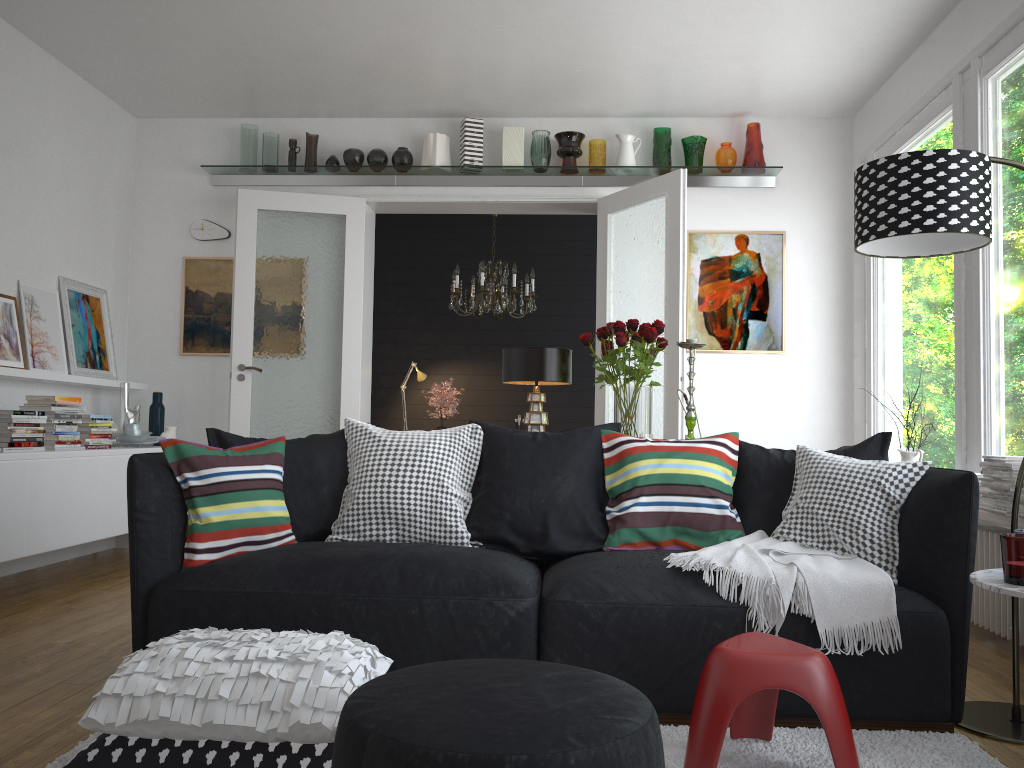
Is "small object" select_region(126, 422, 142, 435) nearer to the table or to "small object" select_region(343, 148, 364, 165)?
"small object" select_region(343, 148, 364, 165)

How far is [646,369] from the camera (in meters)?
3.60

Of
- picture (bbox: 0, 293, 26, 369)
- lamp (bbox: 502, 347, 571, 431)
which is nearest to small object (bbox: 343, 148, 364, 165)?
picture (bbox: 0, 293, 26, 369)

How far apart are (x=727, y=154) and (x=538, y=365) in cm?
309

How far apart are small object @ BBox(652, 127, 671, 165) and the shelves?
0.1 meters

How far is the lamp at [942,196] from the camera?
2.6m

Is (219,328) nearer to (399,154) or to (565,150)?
(399,154)

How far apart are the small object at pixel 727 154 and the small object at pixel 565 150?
0.93m

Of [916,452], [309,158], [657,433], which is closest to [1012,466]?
[916,452]

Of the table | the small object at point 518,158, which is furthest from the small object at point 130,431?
the table
